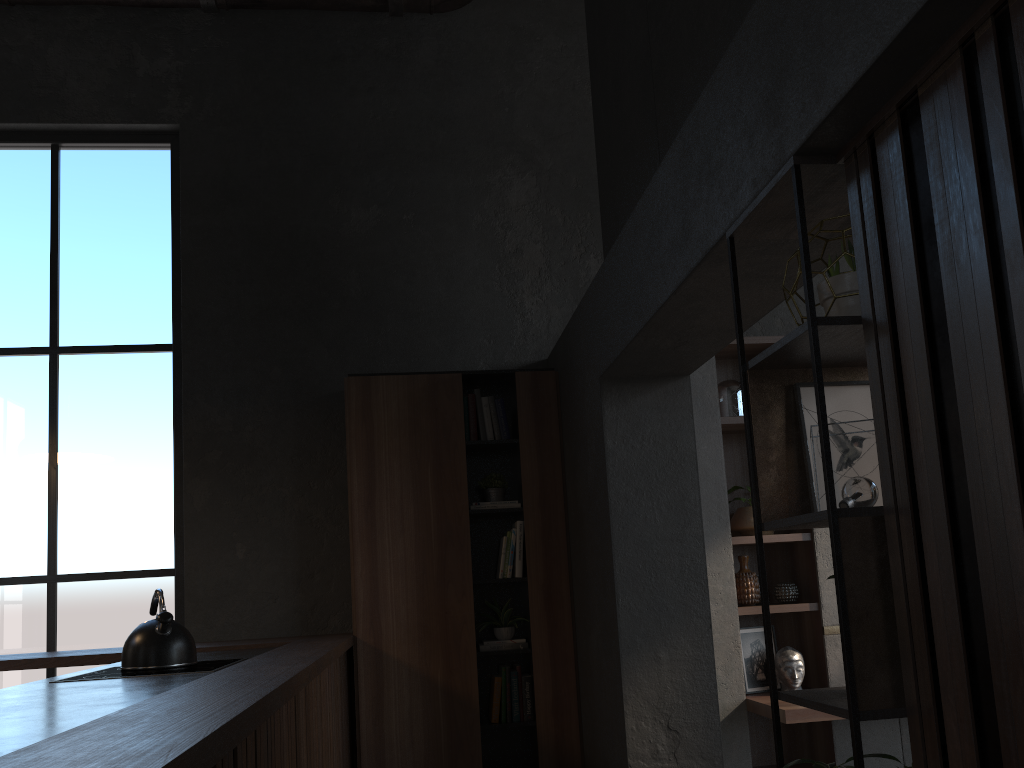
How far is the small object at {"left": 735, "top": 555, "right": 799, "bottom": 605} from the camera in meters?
4.9

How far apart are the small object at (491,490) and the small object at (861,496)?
3.0m

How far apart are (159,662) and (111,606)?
2.10m

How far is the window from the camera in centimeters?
488cm

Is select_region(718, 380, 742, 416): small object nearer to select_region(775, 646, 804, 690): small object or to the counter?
select_region(775, 646, 804, 690): small object

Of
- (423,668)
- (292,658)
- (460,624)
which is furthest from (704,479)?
(292,658)

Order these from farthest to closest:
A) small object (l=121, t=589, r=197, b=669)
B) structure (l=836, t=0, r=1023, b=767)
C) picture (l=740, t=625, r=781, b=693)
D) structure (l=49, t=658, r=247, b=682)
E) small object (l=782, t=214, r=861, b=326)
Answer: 1. picture (l=740, t=625, r=781, b=693)
2. small object (l=121, t=589, r=197, b=669)
3. structure (l=49, t=658, r=247, b=682)
4. small object (l=782, t=214, r=861, b=326)
5. structure (l=836, t=0, r=1023, b=767)

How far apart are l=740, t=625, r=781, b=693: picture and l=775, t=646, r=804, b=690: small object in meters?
0.1 m

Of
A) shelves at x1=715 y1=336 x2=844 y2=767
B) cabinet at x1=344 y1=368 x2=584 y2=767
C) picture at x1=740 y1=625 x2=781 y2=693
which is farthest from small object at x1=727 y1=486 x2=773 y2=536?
cabinet at x1=344 y1=368 x2=584 y2=767

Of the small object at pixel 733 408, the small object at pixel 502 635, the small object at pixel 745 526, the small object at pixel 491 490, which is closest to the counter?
the small object at pixel 502 635
